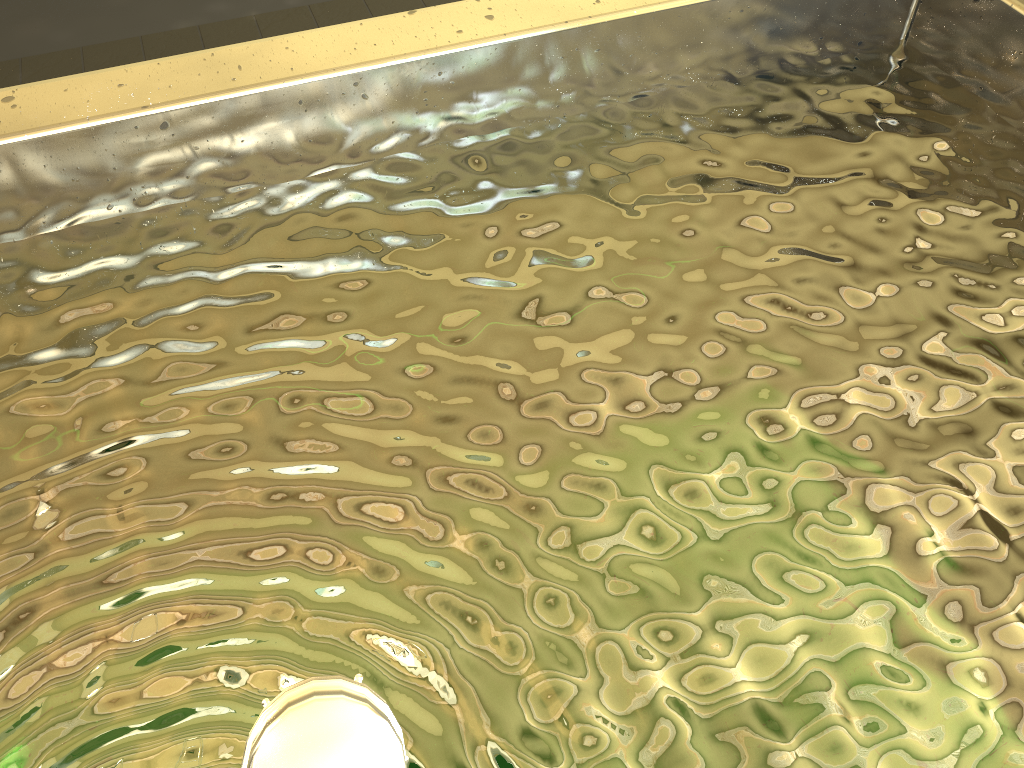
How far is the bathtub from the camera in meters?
0.6

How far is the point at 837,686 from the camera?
0.6m
